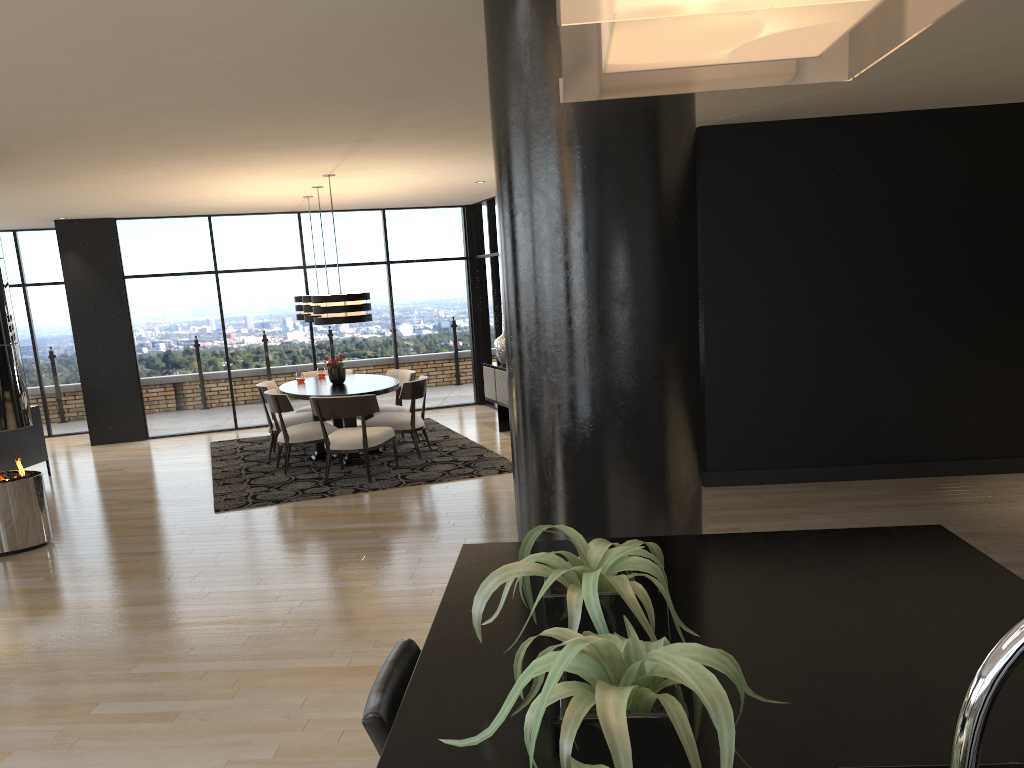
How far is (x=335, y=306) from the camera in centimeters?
804cm

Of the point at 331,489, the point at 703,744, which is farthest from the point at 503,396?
the point at 703,744

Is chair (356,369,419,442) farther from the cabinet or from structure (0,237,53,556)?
structure (0,237,53,556)

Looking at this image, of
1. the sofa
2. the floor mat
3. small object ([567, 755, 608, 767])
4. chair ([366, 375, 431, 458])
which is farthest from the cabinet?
small object ([567, 755, 608, 767])

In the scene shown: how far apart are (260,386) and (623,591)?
8.3m

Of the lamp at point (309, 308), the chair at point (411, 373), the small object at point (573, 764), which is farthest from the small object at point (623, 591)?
the chair at point (411, 373)

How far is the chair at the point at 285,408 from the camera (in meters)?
8.28

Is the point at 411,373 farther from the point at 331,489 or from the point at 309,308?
the point at 331,489

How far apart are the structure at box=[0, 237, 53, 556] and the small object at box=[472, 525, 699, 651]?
5.8m

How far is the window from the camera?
11.25m
